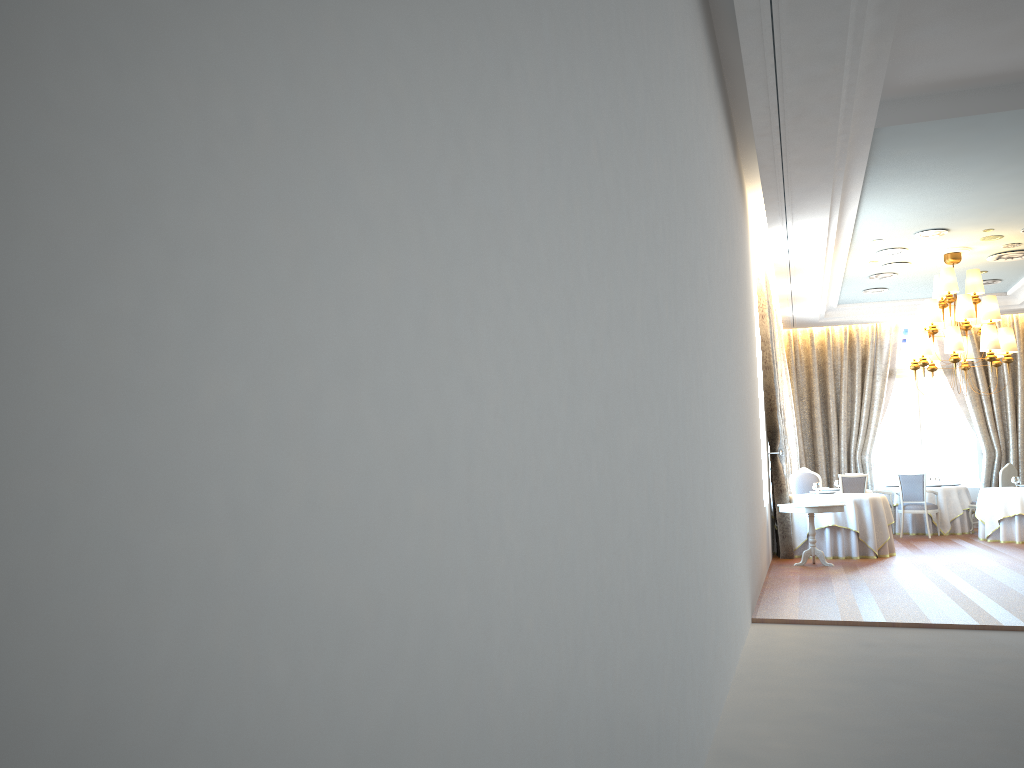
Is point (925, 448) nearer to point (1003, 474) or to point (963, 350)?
point (1003, 474)

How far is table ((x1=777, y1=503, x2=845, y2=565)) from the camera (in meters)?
10.91

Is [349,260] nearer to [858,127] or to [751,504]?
[751,504]

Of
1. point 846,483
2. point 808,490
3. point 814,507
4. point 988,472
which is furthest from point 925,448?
point 814,507

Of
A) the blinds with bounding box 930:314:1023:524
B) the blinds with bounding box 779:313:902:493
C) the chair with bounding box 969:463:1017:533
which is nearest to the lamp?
the chair with bounding box 969:463:1017:533

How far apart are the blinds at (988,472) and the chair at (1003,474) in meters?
1.3 m

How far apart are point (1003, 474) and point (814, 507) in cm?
643

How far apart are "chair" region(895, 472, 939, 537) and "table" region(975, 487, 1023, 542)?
0.8m

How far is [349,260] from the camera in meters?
1.0 m

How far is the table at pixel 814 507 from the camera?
10.9m
